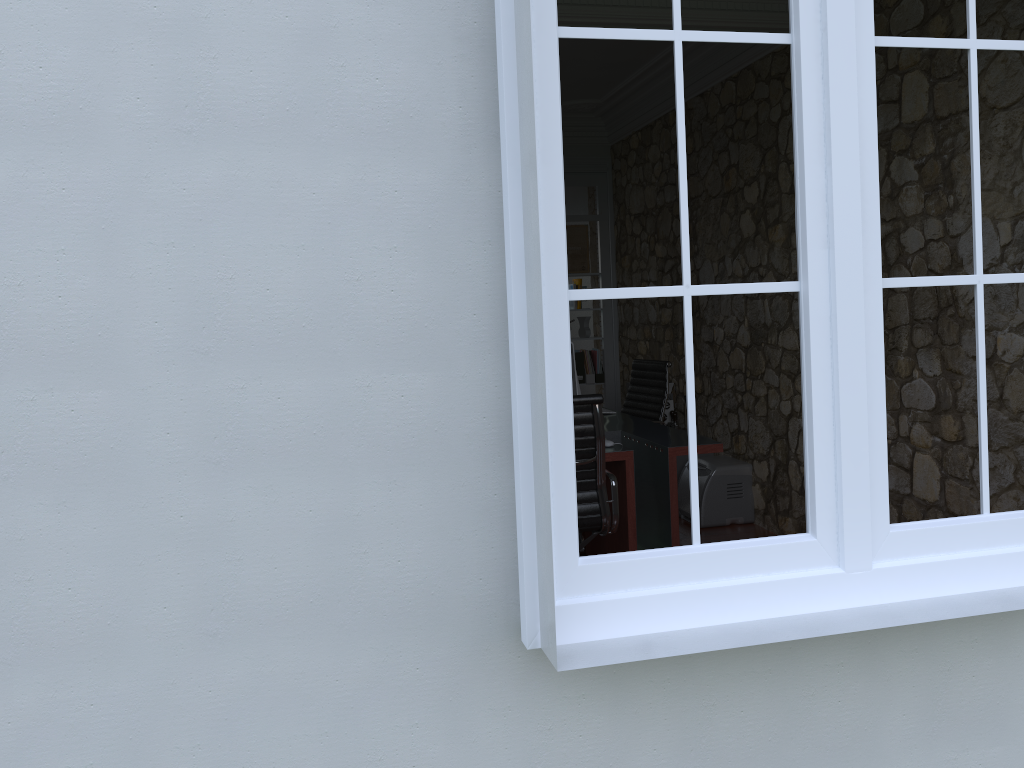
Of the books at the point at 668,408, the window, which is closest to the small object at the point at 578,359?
the books at the point at 668,408

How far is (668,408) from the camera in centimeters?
628cm

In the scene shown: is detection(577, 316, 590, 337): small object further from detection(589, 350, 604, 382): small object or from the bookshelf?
the bookshelf

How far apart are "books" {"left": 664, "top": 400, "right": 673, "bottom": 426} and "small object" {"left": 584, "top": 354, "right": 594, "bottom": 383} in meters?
1.5

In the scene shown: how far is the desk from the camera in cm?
399

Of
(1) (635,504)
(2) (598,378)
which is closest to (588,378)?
(2) (598,378)

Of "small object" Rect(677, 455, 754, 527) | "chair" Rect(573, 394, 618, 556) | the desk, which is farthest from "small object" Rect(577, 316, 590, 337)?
"chair" Rect(573, 394, 618, 556)

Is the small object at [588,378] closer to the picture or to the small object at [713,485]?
the picture

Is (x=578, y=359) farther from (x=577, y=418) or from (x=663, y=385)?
(x=577, y=418)

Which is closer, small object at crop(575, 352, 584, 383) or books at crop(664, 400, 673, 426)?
books at crop(664, 400, 673, 426)
